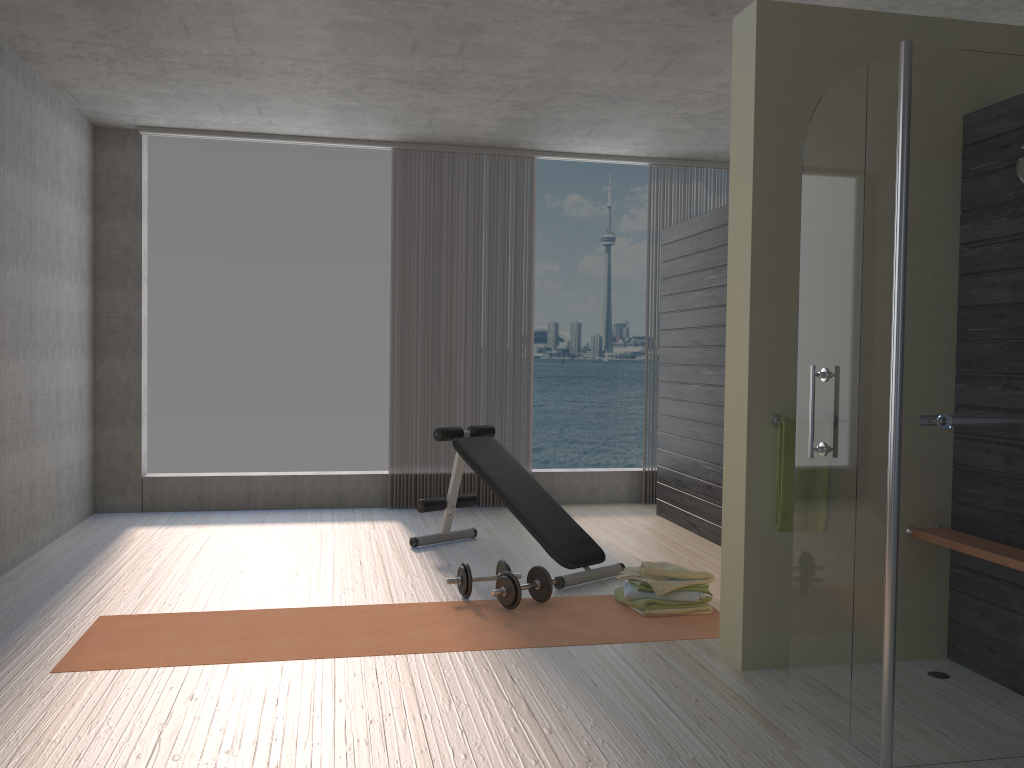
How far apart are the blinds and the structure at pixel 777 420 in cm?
369

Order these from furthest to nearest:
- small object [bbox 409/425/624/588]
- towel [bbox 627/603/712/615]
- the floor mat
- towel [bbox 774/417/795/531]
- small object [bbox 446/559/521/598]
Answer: small object [bbox 409/425/624/588] → small object [bbox 446/559/521/598] → towel [bbox 627/603/712/615] → the floor mat → towel [bbox 774/417/795/531]

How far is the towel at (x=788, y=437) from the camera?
3.3m

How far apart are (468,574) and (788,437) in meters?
1.7 m

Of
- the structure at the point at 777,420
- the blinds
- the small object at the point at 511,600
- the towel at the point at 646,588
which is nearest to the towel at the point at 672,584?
the towel at the point at 646,588

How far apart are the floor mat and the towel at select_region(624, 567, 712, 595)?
0.1m

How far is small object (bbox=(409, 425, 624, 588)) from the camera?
4.7 meters

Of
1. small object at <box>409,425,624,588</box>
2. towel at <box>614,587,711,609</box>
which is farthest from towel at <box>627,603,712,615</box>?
small object at <box>409,425,624,588</box>

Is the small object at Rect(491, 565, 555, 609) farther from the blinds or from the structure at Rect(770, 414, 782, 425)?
the blinds

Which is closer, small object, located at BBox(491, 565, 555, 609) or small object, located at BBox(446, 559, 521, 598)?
small object, located at BBox(491, 565, 555, 609)
